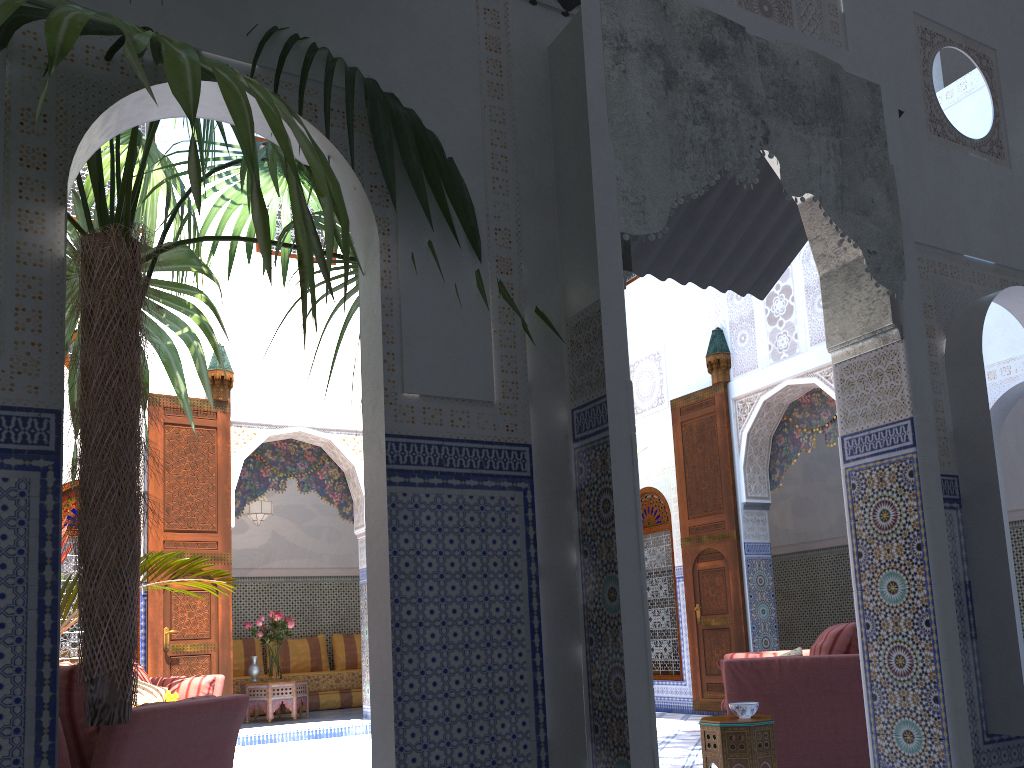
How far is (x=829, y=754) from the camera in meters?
3.6

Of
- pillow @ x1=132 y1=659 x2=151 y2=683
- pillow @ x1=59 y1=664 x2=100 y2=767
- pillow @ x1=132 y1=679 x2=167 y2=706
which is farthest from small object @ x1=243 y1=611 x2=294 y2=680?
pillow @ x1=59 y1=664 x2=100 y2=767

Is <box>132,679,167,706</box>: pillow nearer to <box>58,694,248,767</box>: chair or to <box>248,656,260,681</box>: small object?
<box>248,656,260,681</box>: small object

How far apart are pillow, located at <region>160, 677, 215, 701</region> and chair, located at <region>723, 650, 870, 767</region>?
3.0m

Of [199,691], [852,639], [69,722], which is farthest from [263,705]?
[69,722]

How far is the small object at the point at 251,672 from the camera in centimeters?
709cm

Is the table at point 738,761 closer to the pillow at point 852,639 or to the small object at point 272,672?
the pillow at point 852,639

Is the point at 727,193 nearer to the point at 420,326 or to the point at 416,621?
the point at 420,326

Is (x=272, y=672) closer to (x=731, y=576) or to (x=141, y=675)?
(x=141, y=675)

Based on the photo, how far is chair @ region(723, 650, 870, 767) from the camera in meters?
3.6
